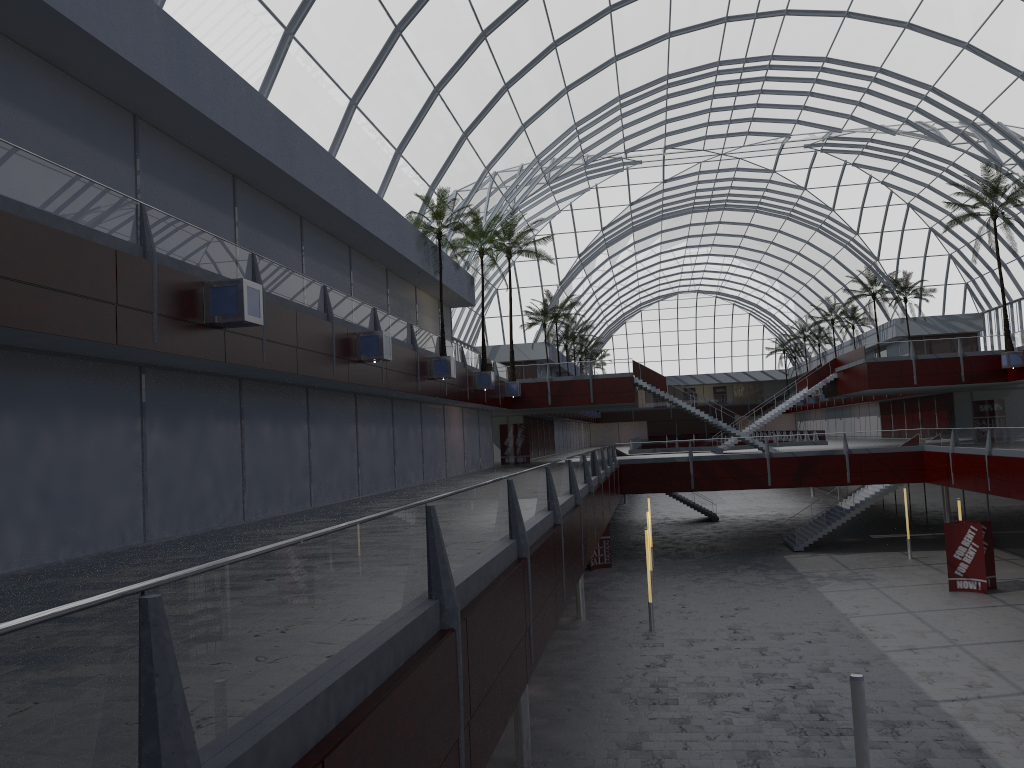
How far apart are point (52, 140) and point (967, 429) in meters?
43.8 m

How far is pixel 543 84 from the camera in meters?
47.0 m
